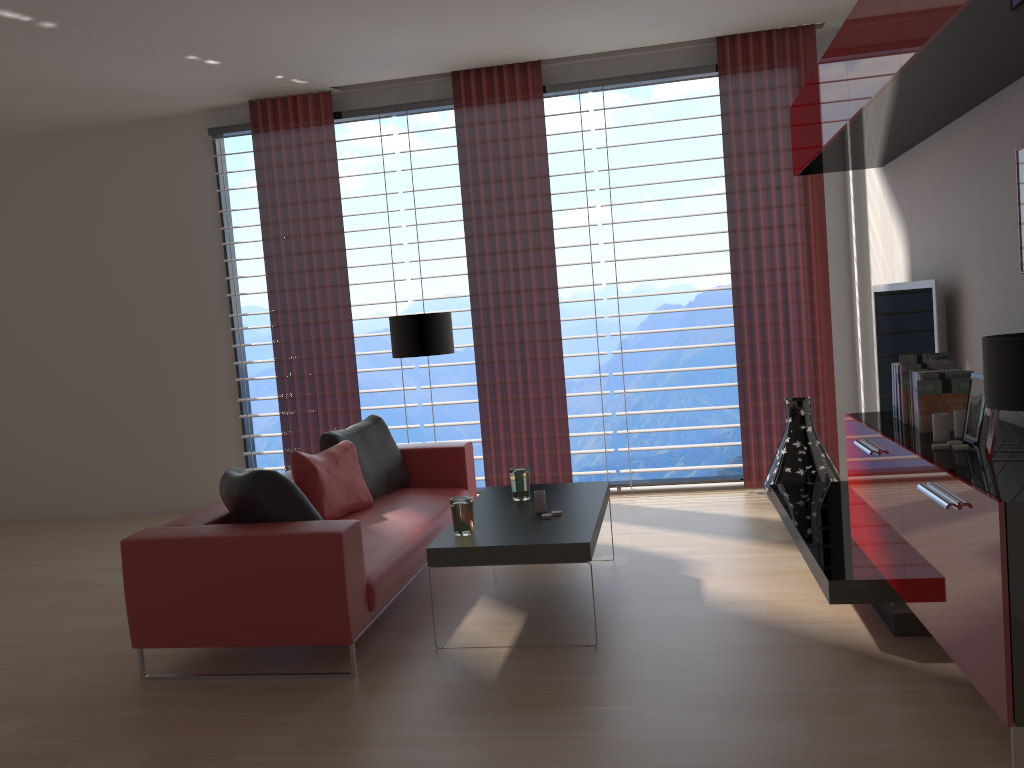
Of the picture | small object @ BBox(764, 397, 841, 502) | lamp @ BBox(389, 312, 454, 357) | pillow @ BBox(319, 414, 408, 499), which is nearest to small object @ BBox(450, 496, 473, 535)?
pillow @ BBox(319, 414, 408, 499)

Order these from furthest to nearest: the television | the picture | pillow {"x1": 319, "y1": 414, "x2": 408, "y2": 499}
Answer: pillow {"x1": 319, "y1": 414, "x2": 408, "y2": 499} < the television < the picture

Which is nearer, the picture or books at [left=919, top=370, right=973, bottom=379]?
the picture

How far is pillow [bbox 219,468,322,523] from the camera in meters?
5.0 m

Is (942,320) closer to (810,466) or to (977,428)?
(977,428)

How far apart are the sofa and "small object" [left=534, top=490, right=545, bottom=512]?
0.8m

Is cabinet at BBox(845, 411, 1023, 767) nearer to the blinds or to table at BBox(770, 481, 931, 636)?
table at BBox(770, 481, 931, 636)

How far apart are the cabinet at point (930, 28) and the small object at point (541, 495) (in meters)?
2.81

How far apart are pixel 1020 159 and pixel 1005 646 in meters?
2.5 m

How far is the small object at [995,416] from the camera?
3.63m
